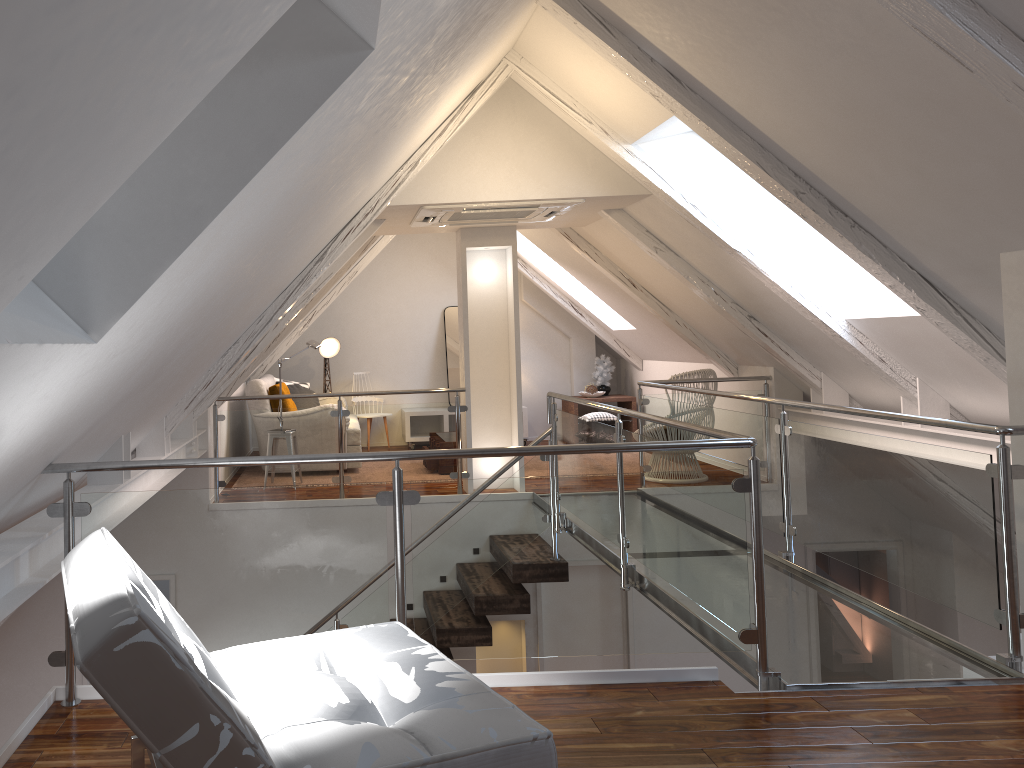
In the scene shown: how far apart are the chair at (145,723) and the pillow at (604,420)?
5.8m

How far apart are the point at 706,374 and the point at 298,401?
3.5m

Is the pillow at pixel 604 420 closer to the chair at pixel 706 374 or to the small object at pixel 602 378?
the small object at pixel 602 378

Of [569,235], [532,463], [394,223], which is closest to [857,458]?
[532,463]

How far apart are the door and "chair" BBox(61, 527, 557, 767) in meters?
3.9

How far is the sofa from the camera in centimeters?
681cm

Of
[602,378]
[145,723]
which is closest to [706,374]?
[602,378]

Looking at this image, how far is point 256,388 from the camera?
6.8 meters

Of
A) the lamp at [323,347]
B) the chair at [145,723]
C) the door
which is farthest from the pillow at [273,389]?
the chair at [145,723]

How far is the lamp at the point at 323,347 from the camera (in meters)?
8.38
